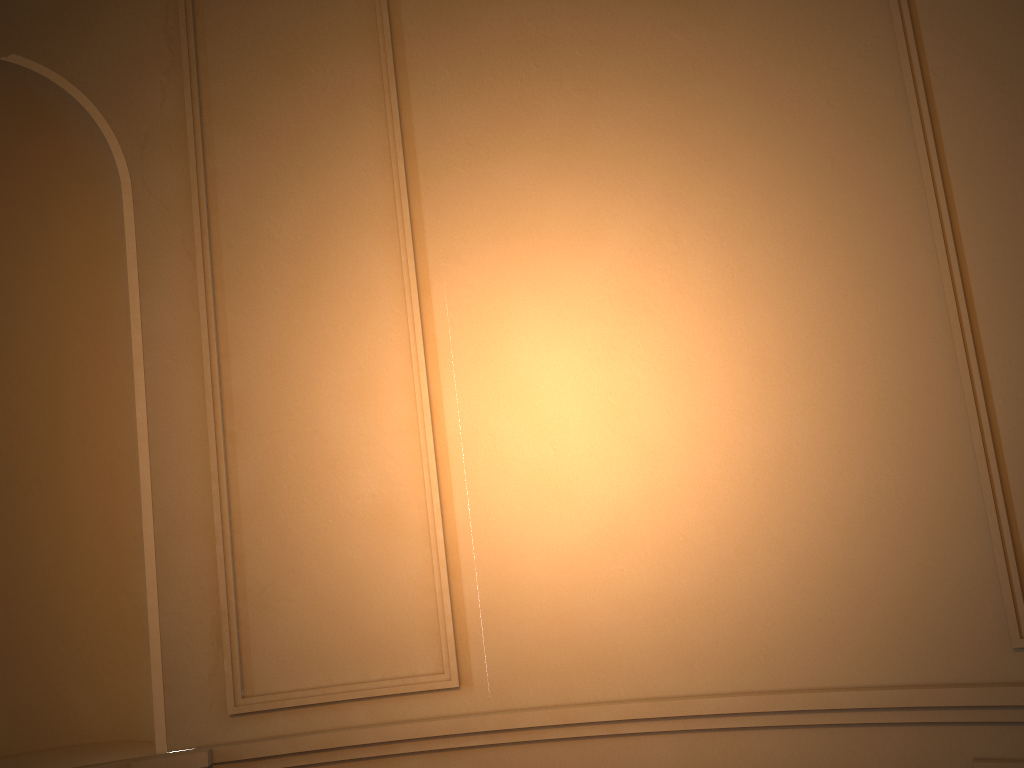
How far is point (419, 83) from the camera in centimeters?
293cm
